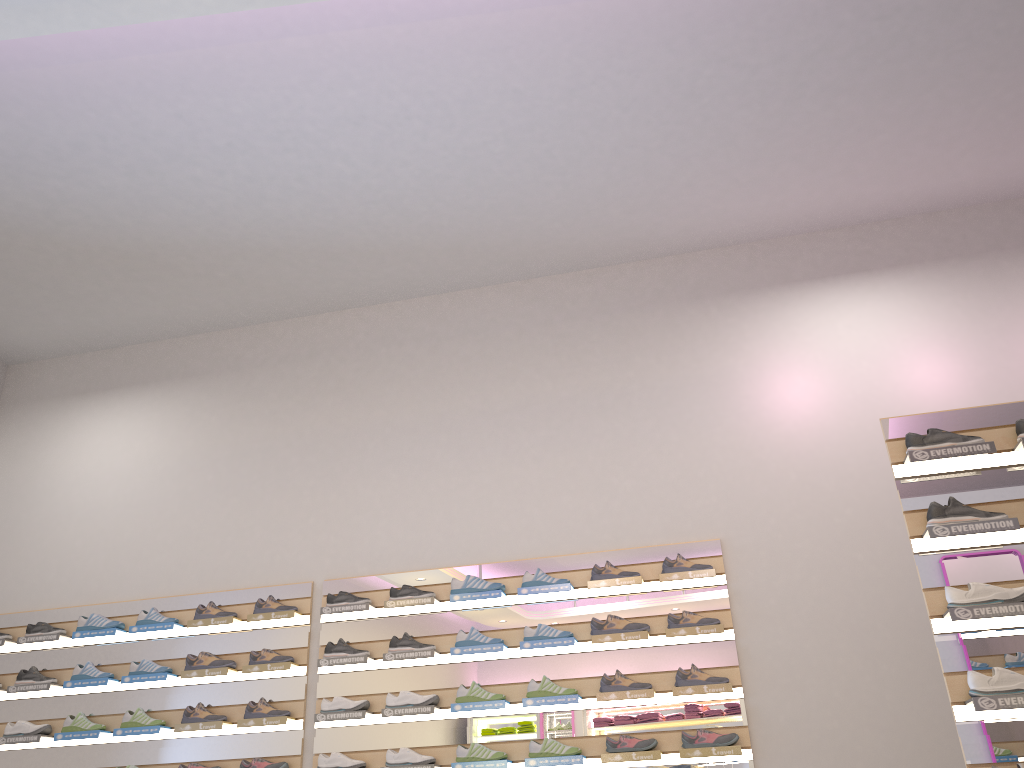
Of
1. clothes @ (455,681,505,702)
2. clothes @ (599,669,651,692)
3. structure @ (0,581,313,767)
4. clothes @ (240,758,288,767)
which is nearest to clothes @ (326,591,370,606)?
structure @ (0,581,313,767)

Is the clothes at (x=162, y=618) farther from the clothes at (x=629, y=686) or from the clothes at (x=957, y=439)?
the clothes at (x=957, y=439)

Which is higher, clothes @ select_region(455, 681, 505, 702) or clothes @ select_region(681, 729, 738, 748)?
clothes @ select_region(455, 681, 505, 702)

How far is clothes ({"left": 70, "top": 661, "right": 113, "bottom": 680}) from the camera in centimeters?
562cm

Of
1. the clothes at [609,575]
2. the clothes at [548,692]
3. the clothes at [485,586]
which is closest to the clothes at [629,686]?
the clothes at [548,692]

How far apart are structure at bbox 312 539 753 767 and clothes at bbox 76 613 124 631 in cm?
139

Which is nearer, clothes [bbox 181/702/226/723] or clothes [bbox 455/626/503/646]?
clothes [bbox 455/626/503/646]

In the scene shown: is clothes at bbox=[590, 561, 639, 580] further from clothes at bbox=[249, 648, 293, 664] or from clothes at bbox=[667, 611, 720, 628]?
clothes at bbox=[249, 648, 293, 664]

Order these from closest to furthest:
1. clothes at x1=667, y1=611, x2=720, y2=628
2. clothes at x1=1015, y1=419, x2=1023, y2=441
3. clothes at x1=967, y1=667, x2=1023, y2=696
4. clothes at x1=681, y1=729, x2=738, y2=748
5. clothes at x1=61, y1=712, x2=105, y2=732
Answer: clothes at x1=967, y1=667, x2=1023, y2=696 → clothes at x1=1015, y1=419, x2=1023, y2=441 → clothes at x1=681, y1=729, x2=738, y2=748 → clothes at x1=667, y1=611, x2=720, y2=628 → clothes at x1=61, y1=712, x2=105, y2=732

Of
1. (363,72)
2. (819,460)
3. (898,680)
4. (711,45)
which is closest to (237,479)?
(363,72)
